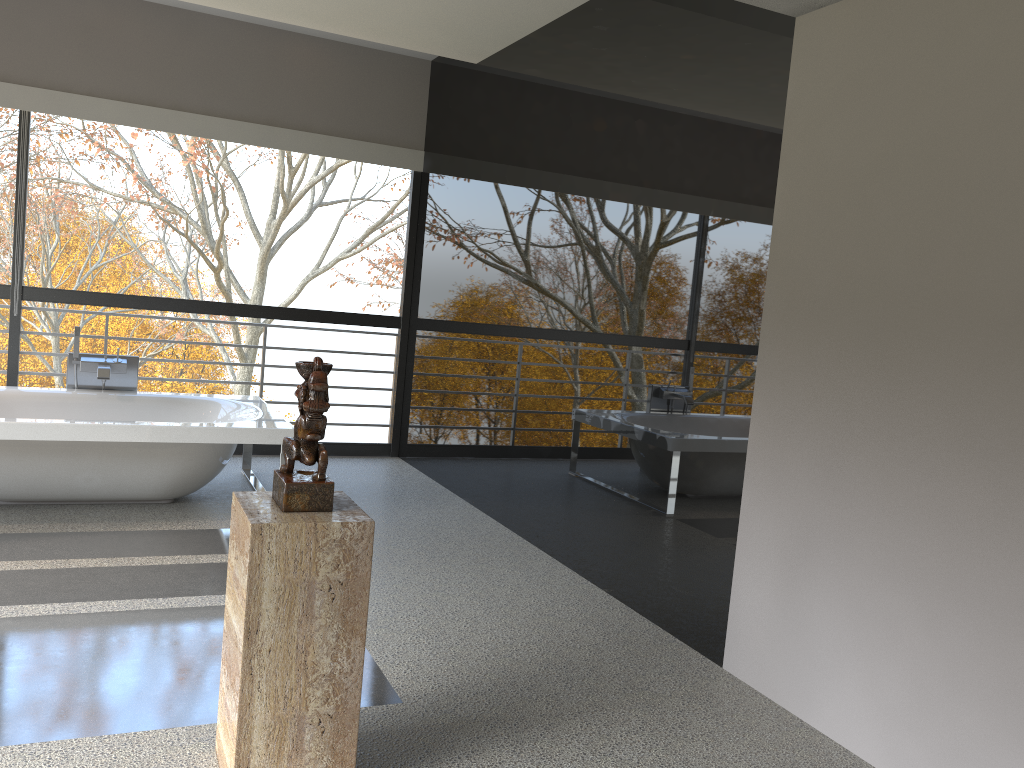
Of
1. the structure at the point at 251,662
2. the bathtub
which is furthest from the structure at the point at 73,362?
the structure at the point at 251,662

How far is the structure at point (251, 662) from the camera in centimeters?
204cm

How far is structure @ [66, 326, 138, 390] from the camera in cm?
534

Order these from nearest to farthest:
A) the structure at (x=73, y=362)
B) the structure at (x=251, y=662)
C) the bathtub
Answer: the structure at (x=251, y=662) < the bathtub < the structure at (x=73, y=362)

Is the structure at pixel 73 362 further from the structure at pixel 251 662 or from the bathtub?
the structure at pixel 251 662

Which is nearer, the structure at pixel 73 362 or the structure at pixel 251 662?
the structure at pixel 251 662

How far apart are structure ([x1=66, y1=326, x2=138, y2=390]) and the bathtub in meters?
0.1 m

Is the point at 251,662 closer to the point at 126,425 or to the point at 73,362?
the point at 126,425

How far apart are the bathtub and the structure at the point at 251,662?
2.3 meters

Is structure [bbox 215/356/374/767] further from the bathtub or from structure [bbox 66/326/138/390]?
structure [bbox 66/326/138/390]
